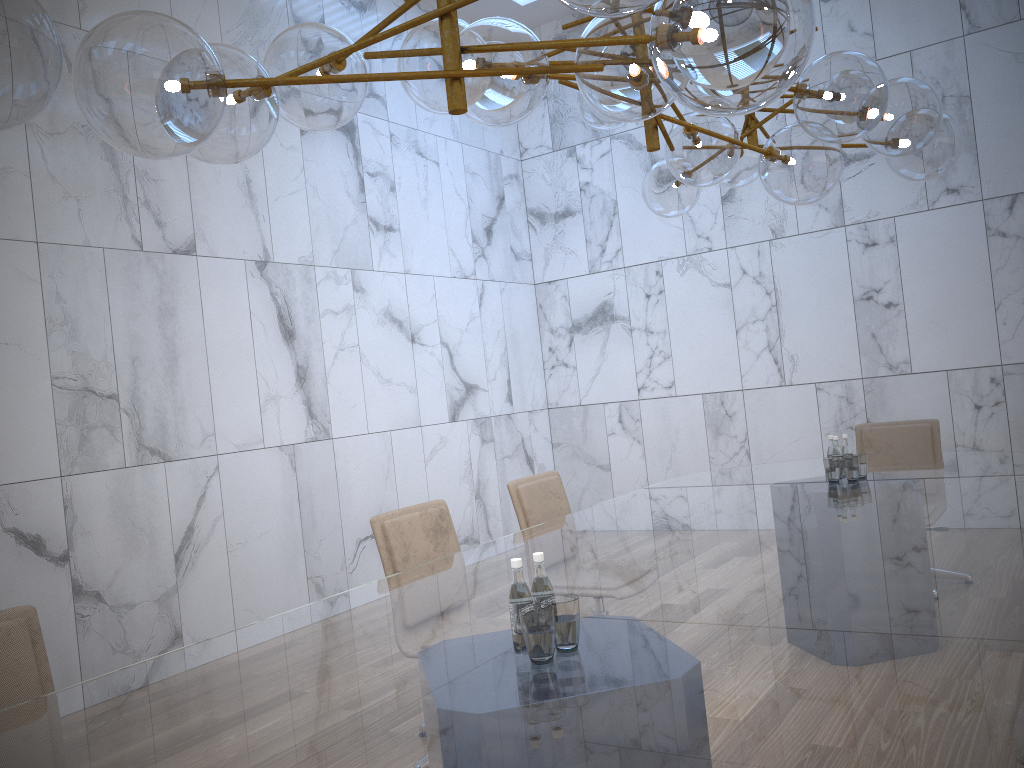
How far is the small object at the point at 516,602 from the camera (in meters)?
1.99

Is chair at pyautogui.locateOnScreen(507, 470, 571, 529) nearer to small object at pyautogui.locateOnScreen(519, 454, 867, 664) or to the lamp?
small object at pyautogui.locateOnScreen(519, 454, 867, 664)

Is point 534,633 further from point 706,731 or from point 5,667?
point 5,667

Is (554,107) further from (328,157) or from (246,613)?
(246,613)

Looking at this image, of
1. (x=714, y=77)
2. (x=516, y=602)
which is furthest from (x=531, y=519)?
(x=714, y=77)

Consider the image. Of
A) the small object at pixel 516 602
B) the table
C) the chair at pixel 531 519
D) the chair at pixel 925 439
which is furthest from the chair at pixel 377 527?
the chair at pixel 925 439

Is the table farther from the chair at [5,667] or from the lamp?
the lamp

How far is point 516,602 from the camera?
1.99m

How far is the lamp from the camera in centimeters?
149cm

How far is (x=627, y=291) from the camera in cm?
832
